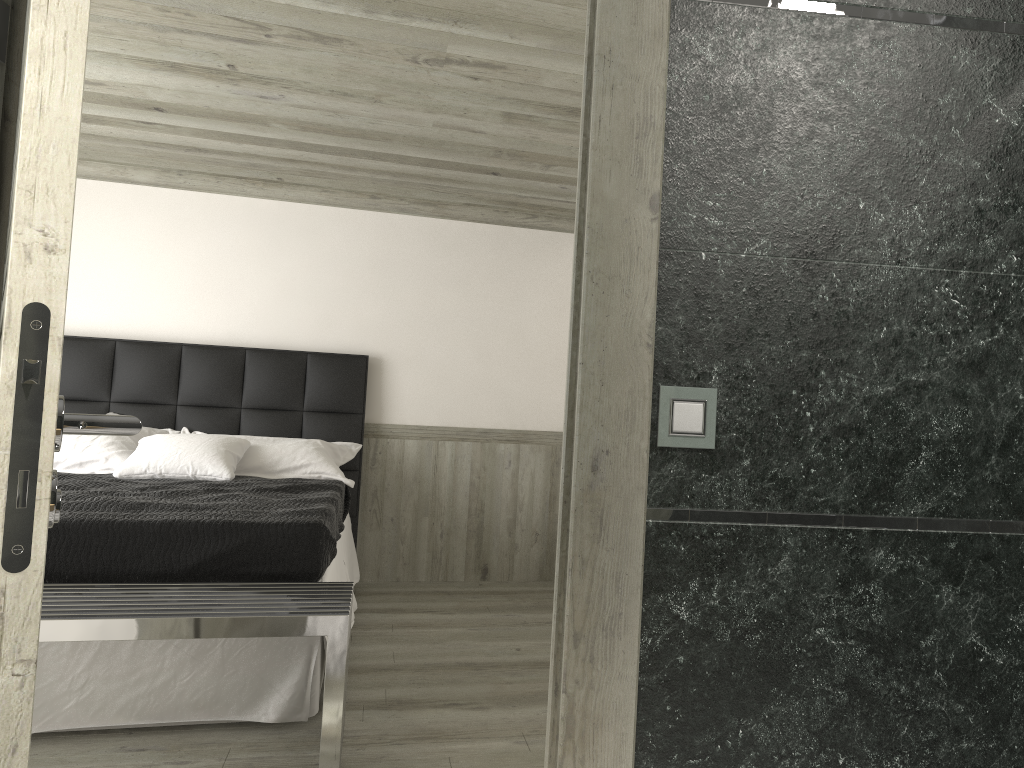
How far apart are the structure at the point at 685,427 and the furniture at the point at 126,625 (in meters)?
1.65

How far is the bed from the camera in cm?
345

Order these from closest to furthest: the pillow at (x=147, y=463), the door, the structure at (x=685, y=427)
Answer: the door
the structure at (x=685, y=427)
the pillow at (x=147, y=463)

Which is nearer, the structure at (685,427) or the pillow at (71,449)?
the structure at (685,427)

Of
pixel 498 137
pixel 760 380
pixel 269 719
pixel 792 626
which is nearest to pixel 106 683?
pixel 269 719

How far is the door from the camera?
0.93m

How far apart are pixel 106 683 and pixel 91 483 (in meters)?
1.67

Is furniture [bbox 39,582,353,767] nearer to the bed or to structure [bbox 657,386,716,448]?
the bed

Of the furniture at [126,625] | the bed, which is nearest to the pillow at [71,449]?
the bed

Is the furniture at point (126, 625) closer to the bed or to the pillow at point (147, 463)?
the bed
